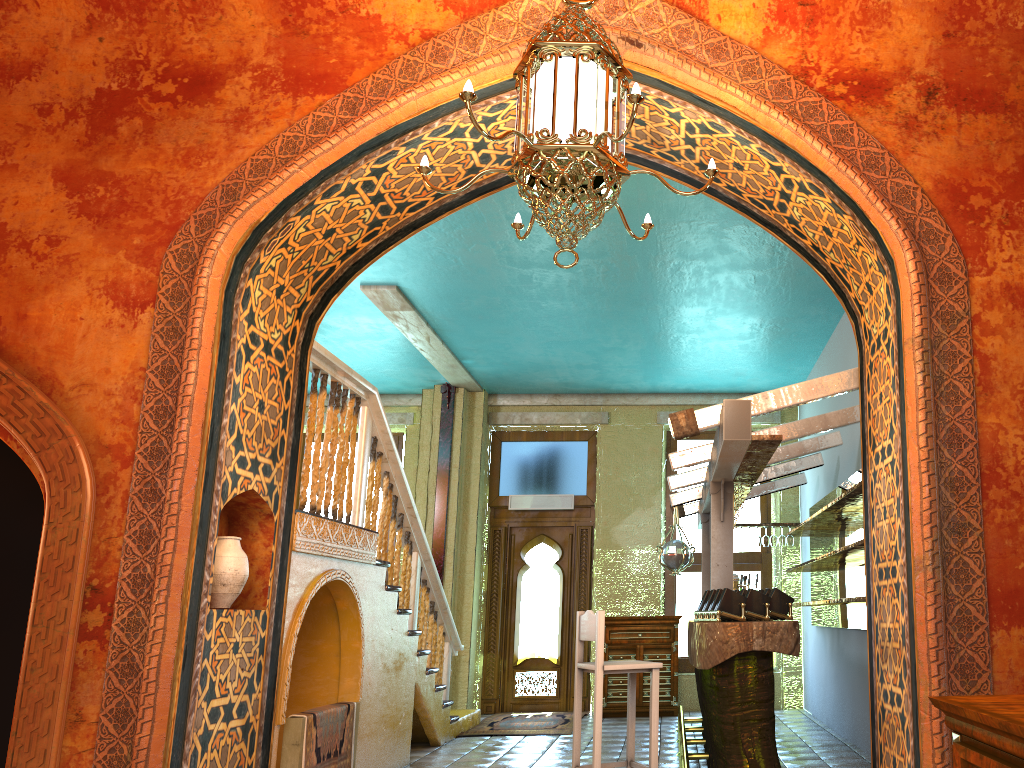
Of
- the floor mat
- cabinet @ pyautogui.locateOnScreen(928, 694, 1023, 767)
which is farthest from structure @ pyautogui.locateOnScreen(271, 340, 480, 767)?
cabinet @ pyautogui.locateOnScreen(928, 694, 1023, 767)

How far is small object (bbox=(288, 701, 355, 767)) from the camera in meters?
5.7 m

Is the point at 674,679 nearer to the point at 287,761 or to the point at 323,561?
the point at 323,561

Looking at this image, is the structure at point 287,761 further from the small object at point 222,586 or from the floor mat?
the floor mat

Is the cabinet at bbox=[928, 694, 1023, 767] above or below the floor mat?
above

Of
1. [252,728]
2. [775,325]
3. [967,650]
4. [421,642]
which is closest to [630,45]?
[967,650]

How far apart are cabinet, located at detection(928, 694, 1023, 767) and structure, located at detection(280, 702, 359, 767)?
4.3 meters

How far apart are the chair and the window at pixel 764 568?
5.44m

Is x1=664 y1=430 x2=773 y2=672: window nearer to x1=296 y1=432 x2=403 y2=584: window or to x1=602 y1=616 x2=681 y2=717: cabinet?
x1=602 y1=616 x2=681 y2=717: cabinet

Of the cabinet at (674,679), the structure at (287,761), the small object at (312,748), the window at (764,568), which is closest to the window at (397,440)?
the window at (764,568)
